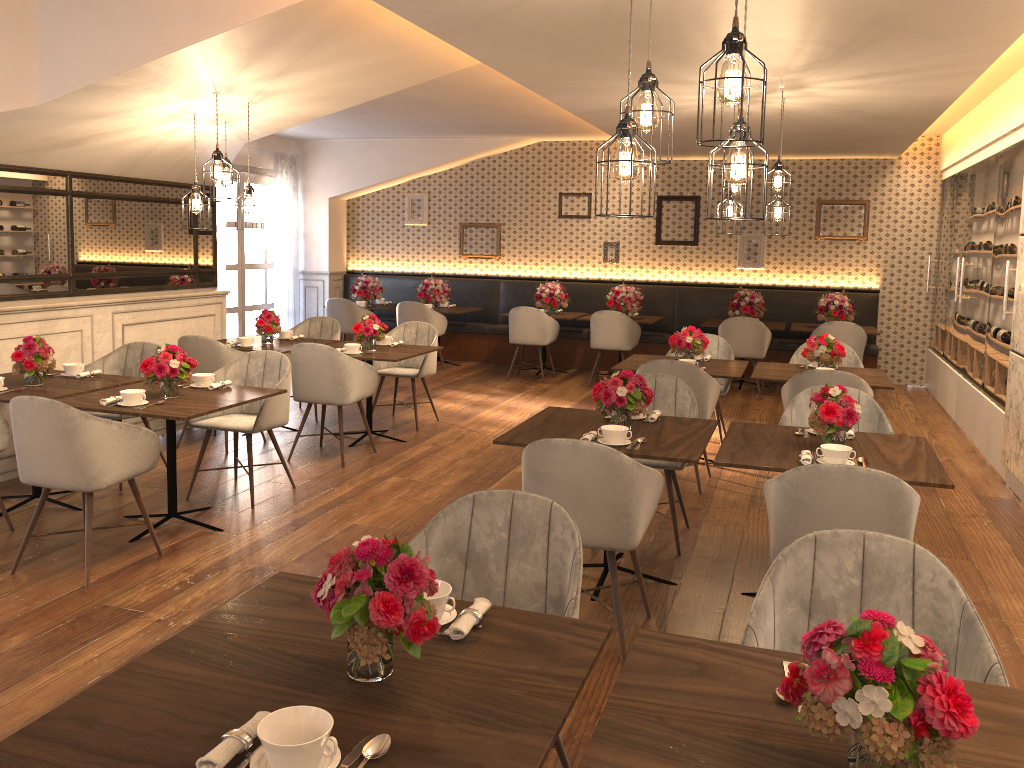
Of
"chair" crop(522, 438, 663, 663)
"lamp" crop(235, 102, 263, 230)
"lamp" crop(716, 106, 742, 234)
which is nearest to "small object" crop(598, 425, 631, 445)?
"chair" crop(522, 438, 663, 663)

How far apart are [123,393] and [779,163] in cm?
427

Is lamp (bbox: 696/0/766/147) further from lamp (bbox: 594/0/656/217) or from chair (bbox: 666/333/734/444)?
chair (bbox: 666/333/734/444)

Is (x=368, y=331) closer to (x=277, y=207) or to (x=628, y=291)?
(x=628, y=291)

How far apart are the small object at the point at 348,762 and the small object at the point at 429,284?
9.58m

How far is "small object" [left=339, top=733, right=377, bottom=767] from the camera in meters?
1.5

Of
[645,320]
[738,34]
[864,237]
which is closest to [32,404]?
[738,34]

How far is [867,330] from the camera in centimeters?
959cm

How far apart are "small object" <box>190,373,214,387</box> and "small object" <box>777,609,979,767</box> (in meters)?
4.22

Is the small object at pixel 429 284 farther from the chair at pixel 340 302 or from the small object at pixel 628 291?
the small object at pixel 628 291
